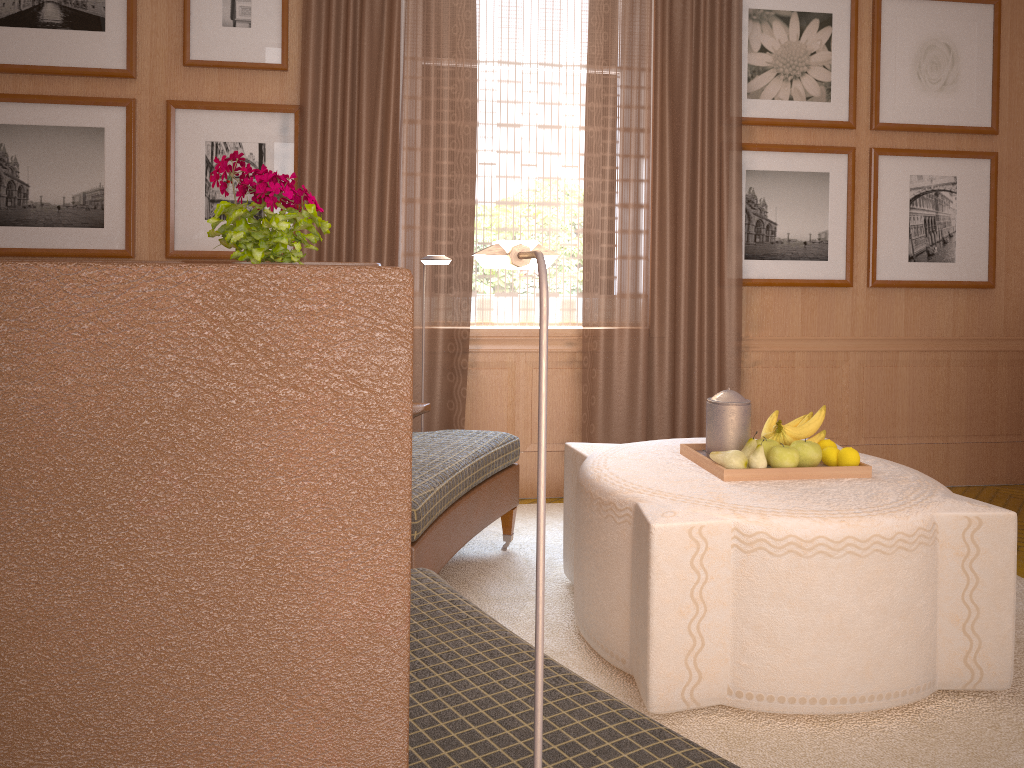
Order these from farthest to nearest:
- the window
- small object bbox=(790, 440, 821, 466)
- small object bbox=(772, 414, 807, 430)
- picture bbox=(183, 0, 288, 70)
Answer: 1. the window
2. picture bbox=(183, 0, 288, 70)
3. small object bbox=(772, 414, 807, 430)
4. small object bbox=(790, 440, 821, 466)

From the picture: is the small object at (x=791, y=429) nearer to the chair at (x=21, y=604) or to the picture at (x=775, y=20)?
the chair at (x=21, y=604)

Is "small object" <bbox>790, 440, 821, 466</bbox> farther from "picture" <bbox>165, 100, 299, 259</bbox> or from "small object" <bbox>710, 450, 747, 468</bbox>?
"picture" <bbox>165, 100, 299, 259</bbox>

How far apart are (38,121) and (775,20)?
6.0 meters

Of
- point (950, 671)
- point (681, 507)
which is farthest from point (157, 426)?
point (950, 671)

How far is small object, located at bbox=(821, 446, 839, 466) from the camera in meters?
4.7

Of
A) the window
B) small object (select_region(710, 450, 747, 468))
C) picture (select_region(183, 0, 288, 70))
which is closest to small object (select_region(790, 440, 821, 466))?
small object (select_region(710, 450, 747, 468))

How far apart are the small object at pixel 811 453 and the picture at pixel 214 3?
4.8 meters

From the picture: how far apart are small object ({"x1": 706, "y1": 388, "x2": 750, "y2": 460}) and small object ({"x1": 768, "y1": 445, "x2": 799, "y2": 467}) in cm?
21

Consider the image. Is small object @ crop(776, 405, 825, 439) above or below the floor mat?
above
